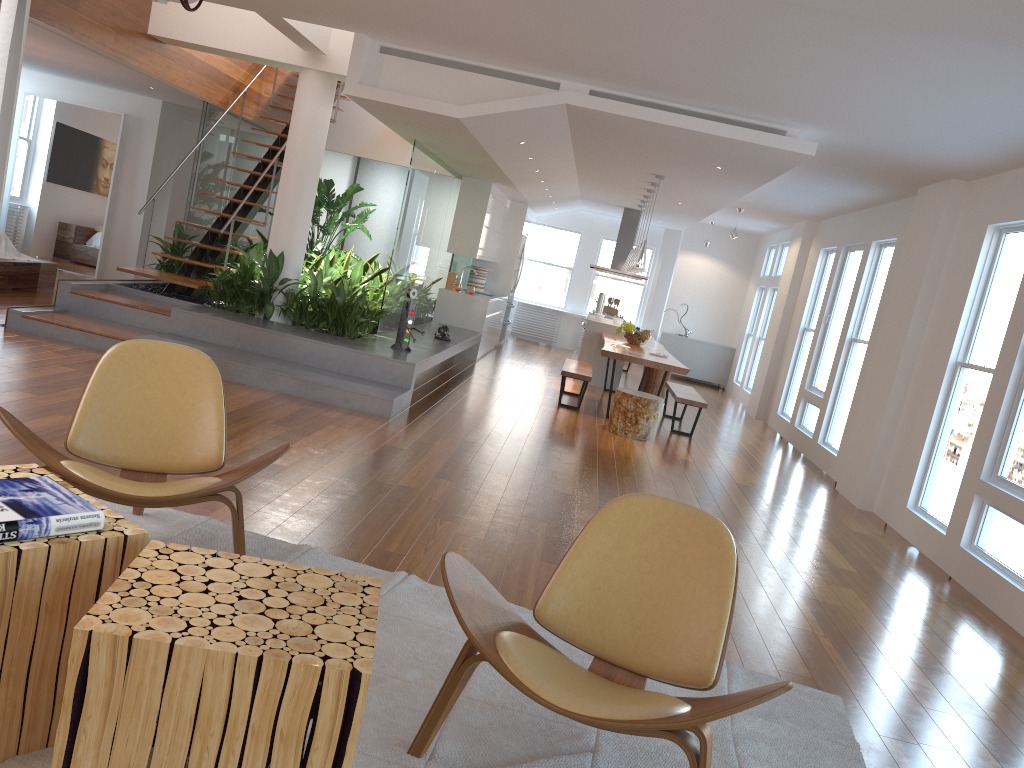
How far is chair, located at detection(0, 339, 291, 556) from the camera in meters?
2.9 m

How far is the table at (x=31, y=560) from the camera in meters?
1.9 m

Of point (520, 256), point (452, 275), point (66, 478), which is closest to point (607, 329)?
point (452, 275)

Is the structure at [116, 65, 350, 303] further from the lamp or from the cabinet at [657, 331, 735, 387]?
the cabinet at [657, 331, 735, 387]

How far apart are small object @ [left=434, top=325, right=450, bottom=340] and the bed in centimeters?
412cm

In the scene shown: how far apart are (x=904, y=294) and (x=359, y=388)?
4.5m

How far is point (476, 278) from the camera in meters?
13.1

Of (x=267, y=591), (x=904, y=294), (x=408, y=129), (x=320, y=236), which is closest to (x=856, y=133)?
(x=904, y=294)

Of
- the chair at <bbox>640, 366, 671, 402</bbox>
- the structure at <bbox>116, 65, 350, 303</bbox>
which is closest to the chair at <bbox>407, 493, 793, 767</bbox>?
the structure at <bbox>116, 65, 350, 303</bbox>

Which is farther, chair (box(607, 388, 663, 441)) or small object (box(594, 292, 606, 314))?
small object (box(594, 292, 606, 314))
